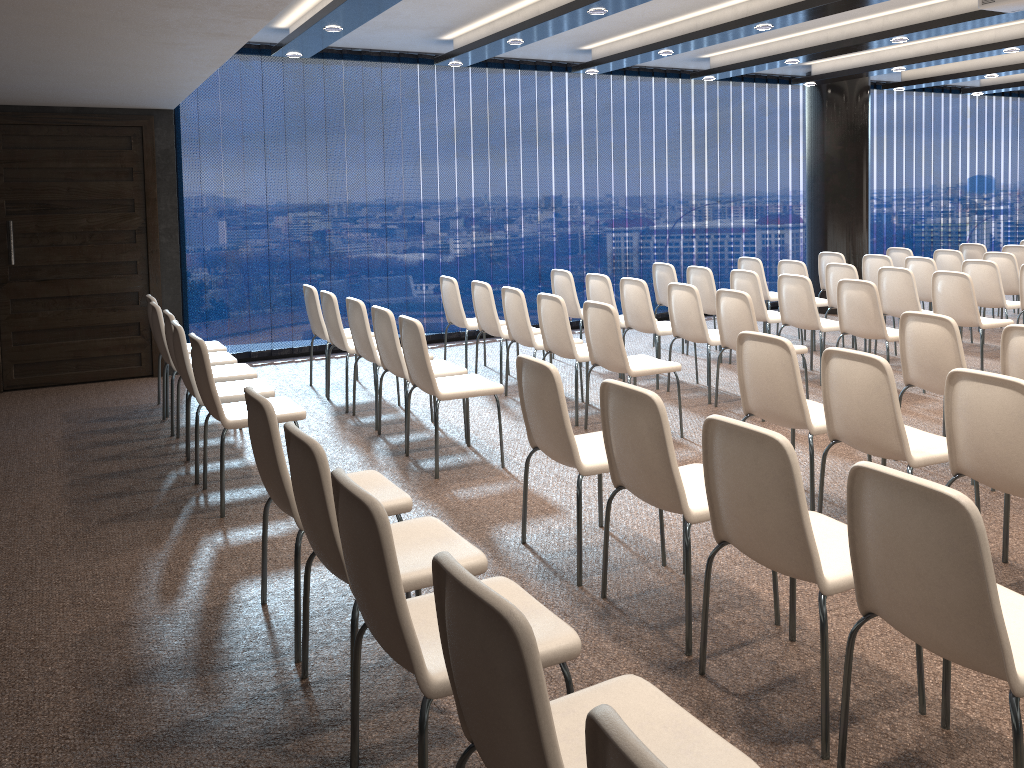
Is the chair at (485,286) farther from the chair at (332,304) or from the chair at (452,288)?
the chair at (332,304)

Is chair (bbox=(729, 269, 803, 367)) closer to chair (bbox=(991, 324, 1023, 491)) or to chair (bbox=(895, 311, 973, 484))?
chair (bbox=(895, 311, 973, 484))

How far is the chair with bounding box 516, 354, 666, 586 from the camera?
3.6 meters

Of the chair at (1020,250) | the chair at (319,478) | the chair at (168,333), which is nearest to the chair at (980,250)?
the chair at (1020,250)

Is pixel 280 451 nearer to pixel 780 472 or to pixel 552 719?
pixel 780 472

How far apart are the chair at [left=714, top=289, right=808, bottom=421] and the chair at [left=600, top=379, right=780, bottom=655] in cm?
271

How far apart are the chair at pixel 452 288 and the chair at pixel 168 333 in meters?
2.2

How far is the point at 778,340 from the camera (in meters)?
4.14

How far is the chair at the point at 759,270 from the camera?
9.2 meters

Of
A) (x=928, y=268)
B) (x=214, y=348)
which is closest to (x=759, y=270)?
(x=928, y=268)
